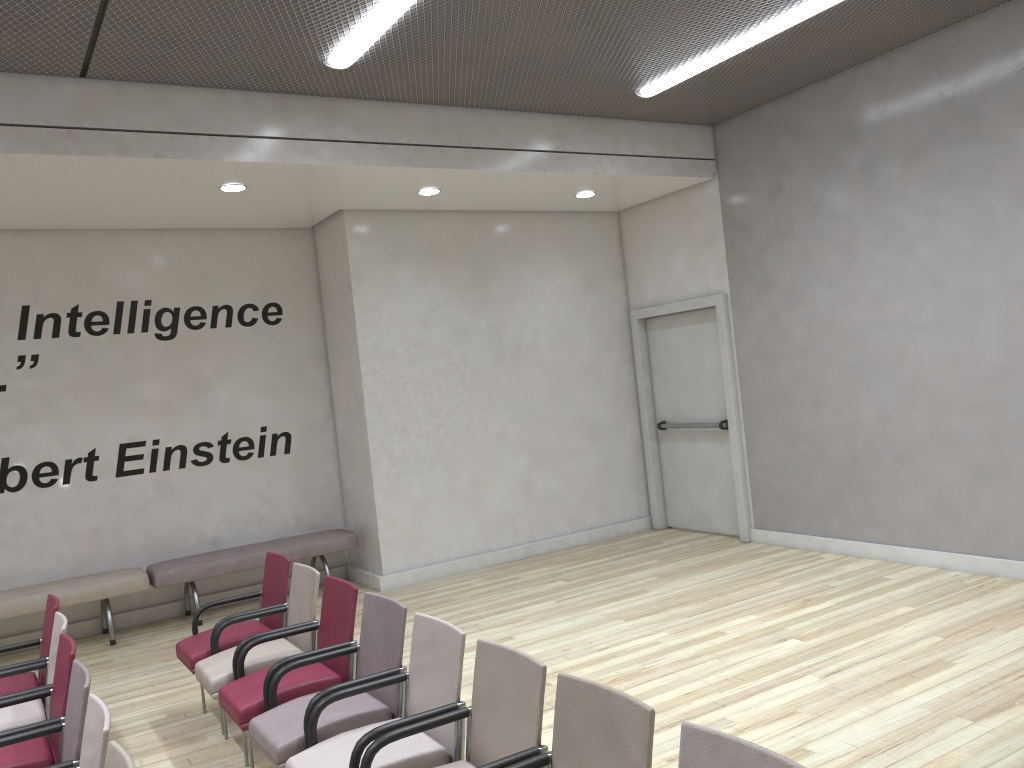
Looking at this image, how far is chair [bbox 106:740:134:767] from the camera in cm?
243

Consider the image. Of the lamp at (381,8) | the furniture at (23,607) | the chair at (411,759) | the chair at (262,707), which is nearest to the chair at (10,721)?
the chair at (262,707)

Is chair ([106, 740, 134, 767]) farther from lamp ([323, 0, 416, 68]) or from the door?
the door

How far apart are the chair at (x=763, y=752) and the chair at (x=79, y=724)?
2.1m

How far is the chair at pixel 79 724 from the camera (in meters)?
3.13

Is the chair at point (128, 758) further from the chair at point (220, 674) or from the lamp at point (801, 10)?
the lamp at point (801, 10)

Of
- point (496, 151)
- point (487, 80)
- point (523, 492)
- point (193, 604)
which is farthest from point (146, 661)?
point (487, 80)

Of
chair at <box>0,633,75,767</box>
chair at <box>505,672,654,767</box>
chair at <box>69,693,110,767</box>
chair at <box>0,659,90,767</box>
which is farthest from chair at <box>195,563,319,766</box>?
chair at <box>505,672,654,767</box>

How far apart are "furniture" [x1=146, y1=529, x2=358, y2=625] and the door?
3.29m

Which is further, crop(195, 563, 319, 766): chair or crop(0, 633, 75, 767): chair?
crop(195, 563, 319, 766): chair
